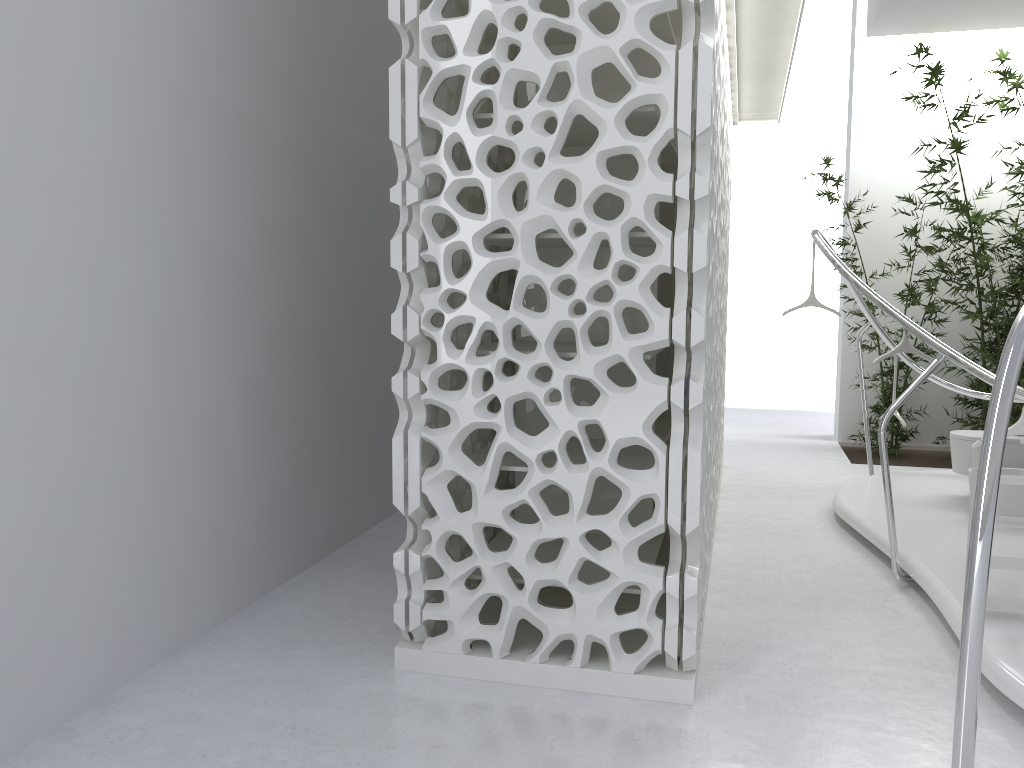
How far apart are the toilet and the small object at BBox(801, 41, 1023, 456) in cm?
247

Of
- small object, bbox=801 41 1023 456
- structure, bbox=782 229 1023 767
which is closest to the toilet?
structure, bbox=782 229 1023 767

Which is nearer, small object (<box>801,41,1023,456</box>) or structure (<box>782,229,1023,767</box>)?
structure (<box>782,229,1023,767</box>)

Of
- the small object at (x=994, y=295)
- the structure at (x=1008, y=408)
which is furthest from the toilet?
the small object at (x=994, y=295)

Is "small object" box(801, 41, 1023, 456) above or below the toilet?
above

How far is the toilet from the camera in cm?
564

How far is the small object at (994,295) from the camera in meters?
8.2

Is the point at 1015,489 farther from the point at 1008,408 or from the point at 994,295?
the point at 1008,408

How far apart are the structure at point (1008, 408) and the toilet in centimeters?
110cm

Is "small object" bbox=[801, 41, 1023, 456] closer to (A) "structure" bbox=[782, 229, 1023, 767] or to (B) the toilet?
(A) "structure" bbox=[782, 229, 1023, 767]
